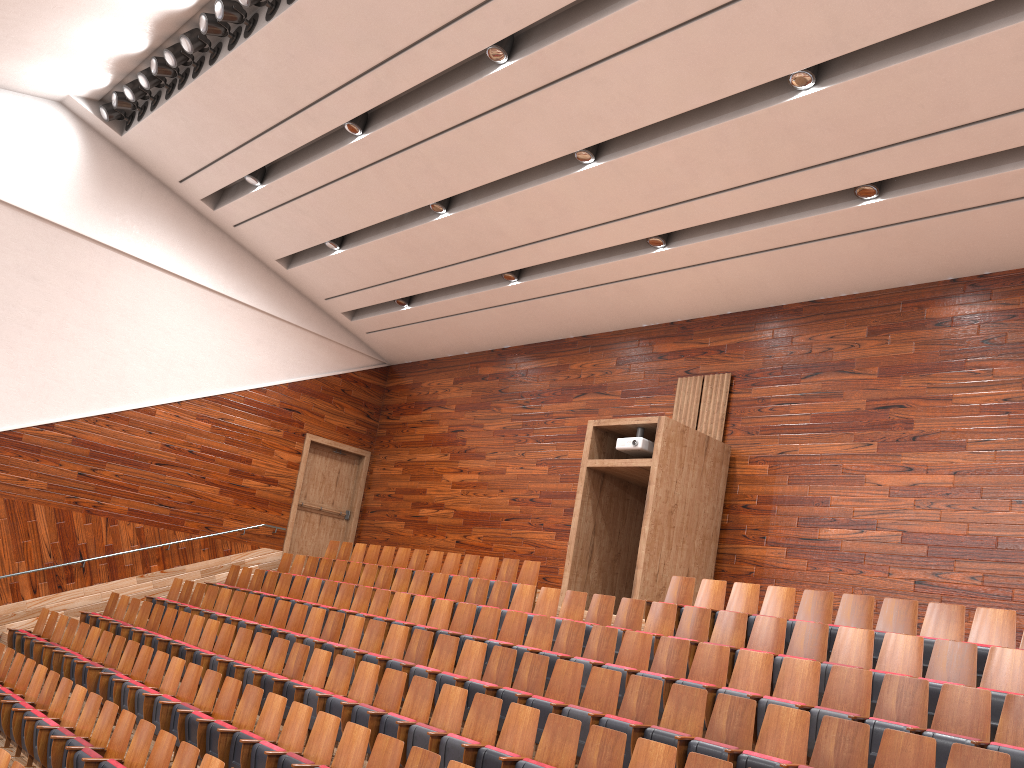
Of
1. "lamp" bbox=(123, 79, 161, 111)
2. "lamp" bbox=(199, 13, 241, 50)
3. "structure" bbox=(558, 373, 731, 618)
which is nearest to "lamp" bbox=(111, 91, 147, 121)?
"lamp" bbox=(123, 79, 161, 111)

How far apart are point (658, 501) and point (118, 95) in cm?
93

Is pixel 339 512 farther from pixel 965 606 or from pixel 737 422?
pixel 965 606

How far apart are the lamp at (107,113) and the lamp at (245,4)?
0.4m

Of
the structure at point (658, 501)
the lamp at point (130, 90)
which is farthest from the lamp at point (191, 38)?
the structure at point (658, 501)

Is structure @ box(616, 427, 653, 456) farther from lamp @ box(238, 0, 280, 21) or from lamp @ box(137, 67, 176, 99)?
lamp @ box(137, 67, 176, 99)

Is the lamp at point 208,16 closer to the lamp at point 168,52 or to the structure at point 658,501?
the lamp at point 168,52

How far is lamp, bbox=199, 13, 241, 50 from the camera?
1.0 meters

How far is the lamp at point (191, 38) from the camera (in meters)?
1.07

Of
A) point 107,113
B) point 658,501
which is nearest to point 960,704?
point 658,501
